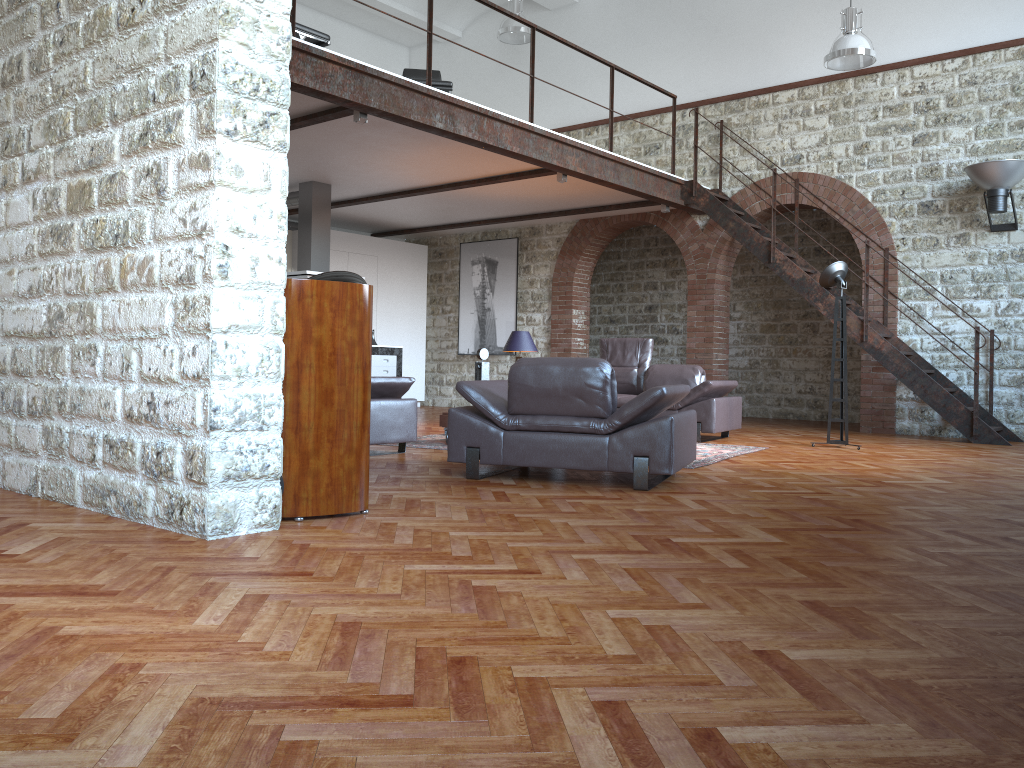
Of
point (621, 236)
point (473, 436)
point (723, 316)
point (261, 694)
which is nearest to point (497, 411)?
point (473, 436)

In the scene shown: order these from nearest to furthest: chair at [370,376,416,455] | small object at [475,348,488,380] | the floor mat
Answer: chair at [370,376,416,455], the floor mat, small object at [475,348,488,380]

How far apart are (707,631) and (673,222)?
10.4 meters

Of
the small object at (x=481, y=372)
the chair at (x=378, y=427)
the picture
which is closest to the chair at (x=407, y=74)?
the picture

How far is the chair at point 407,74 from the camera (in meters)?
10.26

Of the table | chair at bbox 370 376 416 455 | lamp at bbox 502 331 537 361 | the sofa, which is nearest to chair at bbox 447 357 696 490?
chair at bbox 370 376 416 455

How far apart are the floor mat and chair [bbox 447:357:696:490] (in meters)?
0.73

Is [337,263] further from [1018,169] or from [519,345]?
[1018,169]

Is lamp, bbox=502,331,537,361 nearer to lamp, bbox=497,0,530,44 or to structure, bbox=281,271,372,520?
lamp, bbox=497,0,530,44

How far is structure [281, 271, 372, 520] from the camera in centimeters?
387cm
